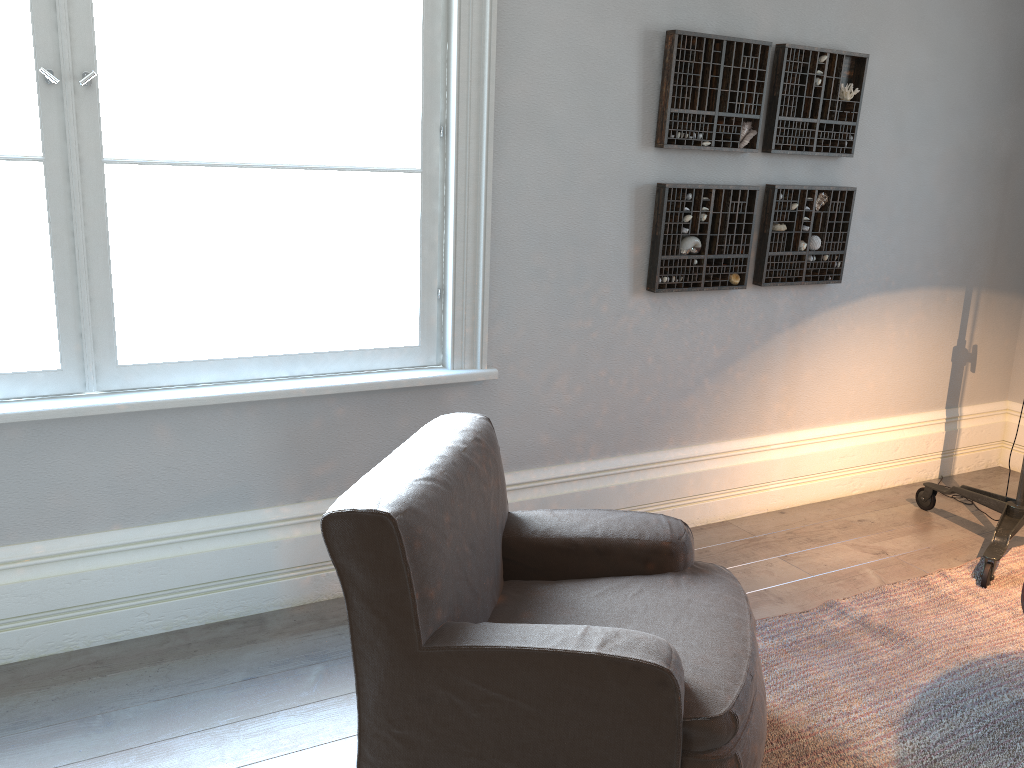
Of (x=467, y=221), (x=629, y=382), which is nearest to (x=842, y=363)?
(x=629, y=382)

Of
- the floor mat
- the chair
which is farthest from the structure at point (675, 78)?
the floor mat

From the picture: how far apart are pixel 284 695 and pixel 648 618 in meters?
1.1 m

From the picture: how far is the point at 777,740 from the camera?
2.4m

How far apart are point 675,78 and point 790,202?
0.8m

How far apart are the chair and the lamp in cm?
149

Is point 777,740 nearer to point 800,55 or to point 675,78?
point 675,78

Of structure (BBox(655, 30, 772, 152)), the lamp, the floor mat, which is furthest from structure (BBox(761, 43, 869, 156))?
the floor mat

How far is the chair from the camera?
1.8m

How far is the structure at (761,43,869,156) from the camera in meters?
3.5 m
